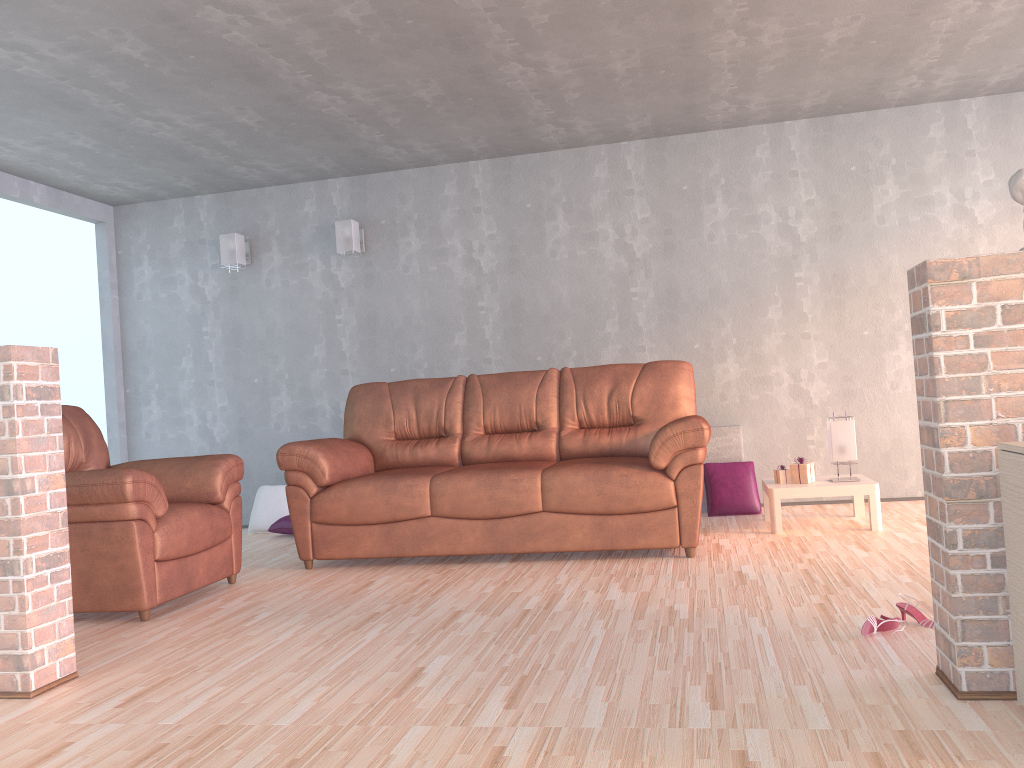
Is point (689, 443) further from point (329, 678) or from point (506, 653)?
point (329, 678)

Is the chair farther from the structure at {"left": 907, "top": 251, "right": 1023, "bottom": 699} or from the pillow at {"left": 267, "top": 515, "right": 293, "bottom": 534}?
the structure at {"left": 907, "top": 251, "right": 1023, "bottom": 699}

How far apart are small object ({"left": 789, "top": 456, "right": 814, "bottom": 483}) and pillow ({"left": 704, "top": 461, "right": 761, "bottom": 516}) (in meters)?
0.64

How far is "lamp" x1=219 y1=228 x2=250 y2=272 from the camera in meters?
6.3

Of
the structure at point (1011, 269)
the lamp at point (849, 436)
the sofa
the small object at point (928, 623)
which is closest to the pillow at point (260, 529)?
the sofa

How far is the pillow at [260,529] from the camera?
6.1m

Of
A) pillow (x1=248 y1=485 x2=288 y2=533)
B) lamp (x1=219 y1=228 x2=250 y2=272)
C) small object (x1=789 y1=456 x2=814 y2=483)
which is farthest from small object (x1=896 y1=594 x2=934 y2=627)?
lamp (x1=219 y1=228 x2=250 y2=272)

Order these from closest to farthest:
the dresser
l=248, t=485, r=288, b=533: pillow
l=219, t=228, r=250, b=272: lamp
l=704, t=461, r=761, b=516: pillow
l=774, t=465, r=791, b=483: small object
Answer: the dresser
l=774, t=465, r=791, b=483: small object
l=704, t=461, r=761, b=516: pillow
l=248, t=485, r=288, b=533: pillow
l=219, t=228, r=250, b=272: lamp

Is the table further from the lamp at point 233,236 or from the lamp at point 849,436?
the lamp at point 233,236

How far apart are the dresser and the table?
2.6m
